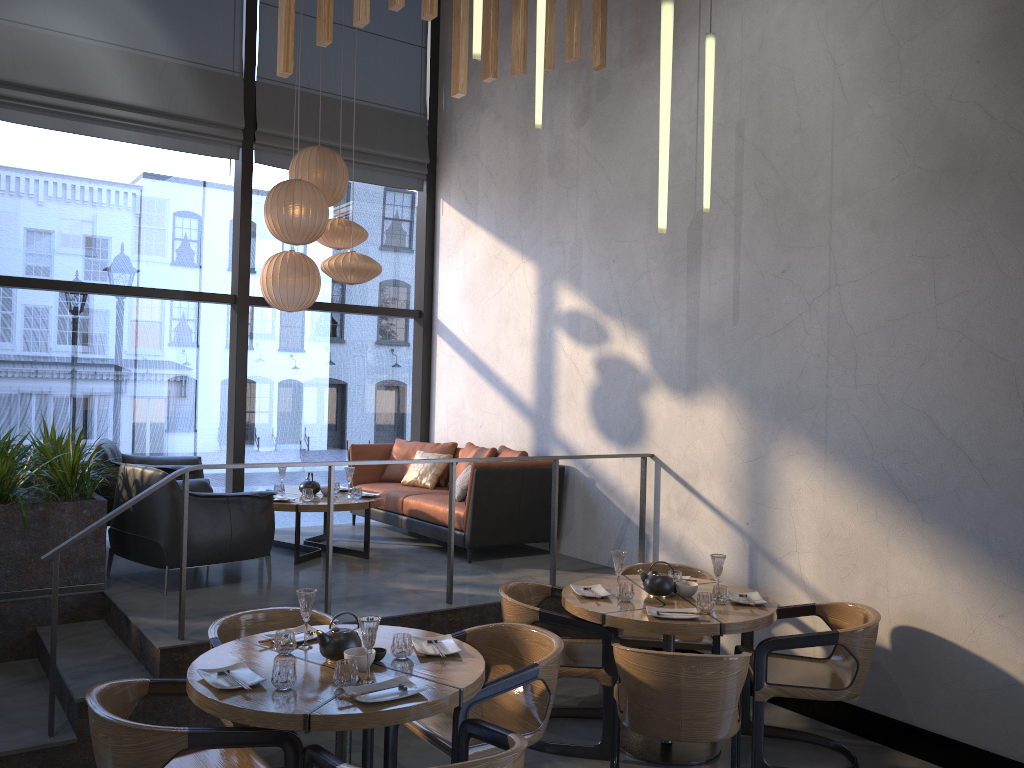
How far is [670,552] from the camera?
5.96m

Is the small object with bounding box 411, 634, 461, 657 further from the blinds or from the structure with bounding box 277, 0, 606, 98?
the blinds

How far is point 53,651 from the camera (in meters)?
4.02

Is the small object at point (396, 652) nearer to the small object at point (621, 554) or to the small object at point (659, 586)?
the small object at point (621, 554)

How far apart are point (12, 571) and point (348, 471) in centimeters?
232cm

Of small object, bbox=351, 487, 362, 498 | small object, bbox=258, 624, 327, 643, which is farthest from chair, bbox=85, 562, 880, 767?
small object, bbox=351, 487, 362, 498

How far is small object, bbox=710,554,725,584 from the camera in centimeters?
453cm

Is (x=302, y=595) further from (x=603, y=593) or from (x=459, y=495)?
(x=459, y=495)

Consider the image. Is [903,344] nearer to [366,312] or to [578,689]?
[578,689]

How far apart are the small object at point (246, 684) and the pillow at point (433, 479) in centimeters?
439cm
